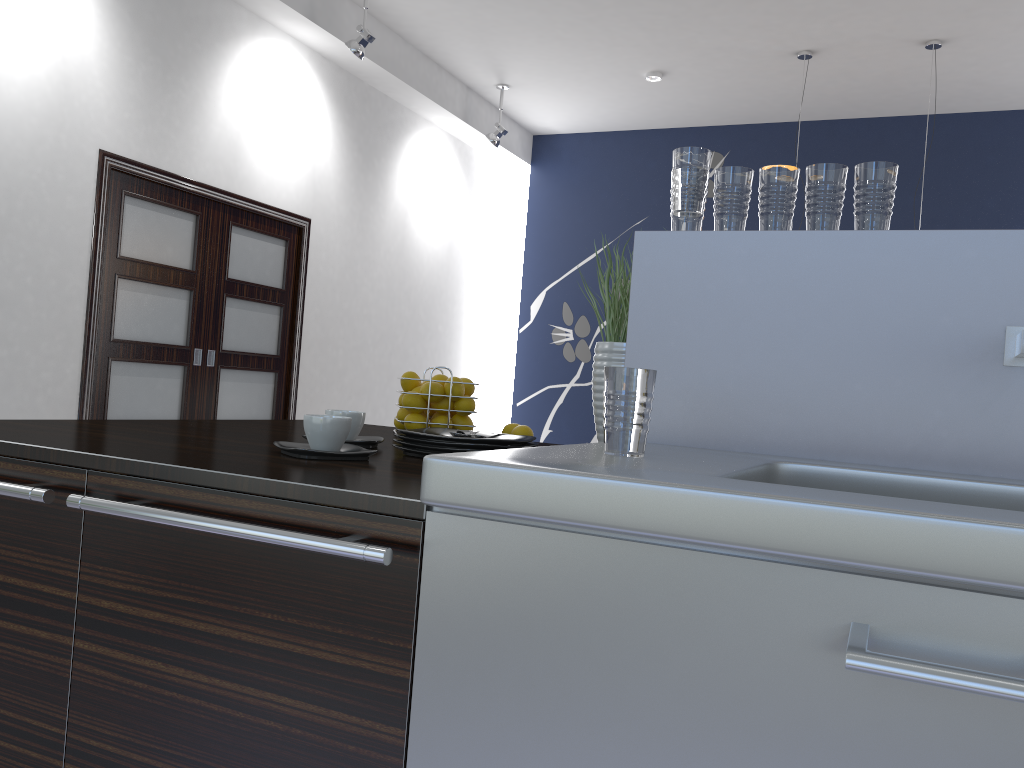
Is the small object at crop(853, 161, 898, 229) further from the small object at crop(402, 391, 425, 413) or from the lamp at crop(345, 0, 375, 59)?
the lamp at crop(345, 0, 375, 59)

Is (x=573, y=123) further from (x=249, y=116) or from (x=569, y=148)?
(x=249, y=116)

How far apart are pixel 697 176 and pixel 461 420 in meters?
0.9

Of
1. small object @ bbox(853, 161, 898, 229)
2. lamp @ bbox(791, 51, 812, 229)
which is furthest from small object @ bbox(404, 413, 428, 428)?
lamp @ bbox(791, 51, 812, 229)

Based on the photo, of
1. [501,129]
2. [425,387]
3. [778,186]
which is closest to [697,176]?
[778,186]

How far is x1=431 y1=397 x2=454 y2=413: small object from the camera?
2.16m

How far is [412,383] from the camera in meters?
2.2

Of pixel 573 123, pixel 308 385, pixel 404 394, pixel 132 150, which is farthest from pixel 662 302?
pixel 573 123

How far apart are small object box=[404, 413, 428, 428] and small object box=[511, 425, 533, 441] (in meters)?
0.23

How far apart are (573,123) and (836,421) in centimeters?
723cm
